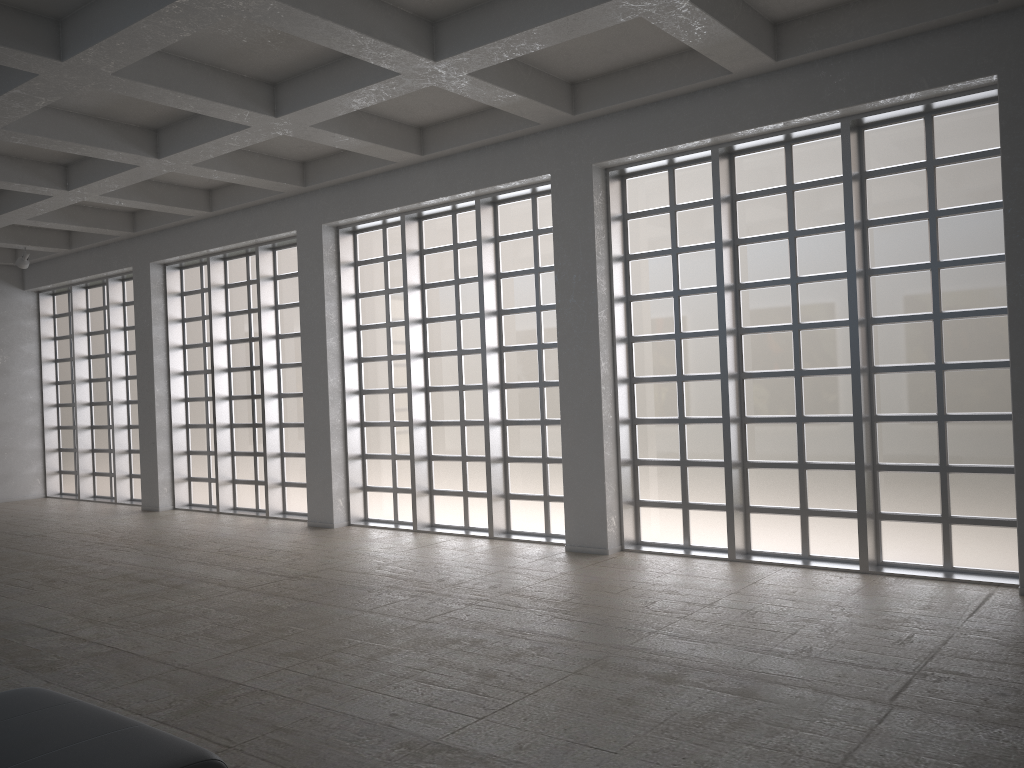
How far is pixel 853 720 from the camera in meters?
8.6
